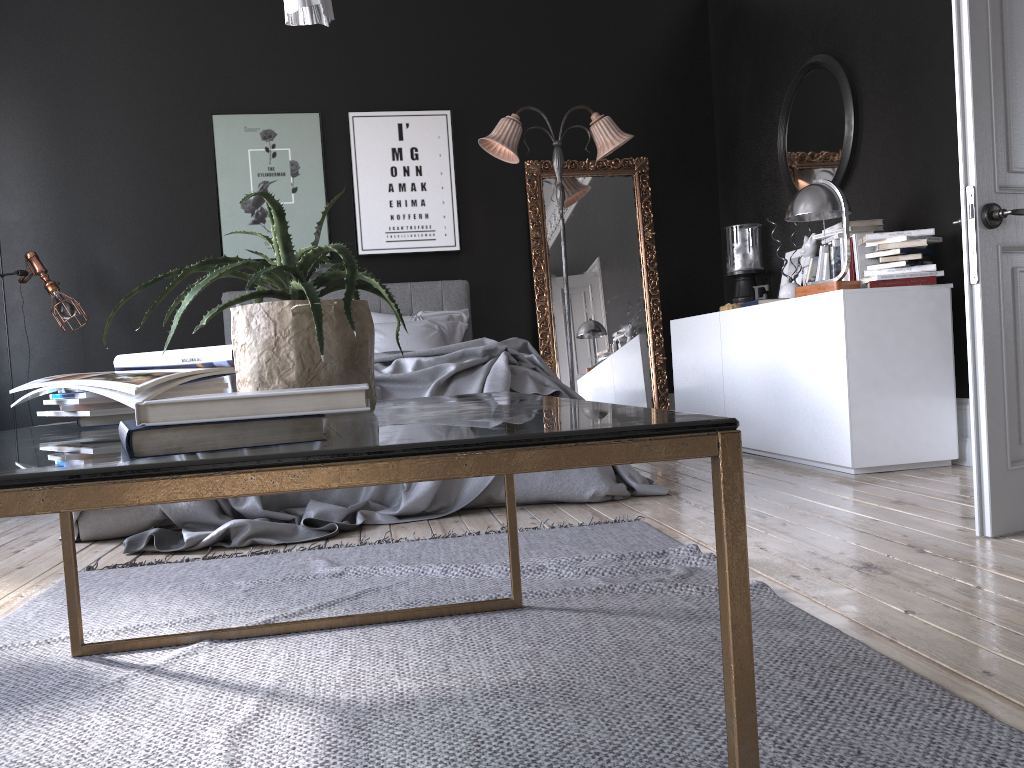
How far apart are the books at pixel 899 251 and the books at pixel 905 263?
0.06m

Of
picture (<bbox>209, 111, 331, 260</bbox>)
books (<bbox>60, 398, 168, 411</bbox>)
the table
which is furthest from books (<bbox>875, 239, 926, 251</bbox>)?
picture (<bbox>209, 111, 331, 260</bbox>)

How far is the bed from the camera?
3.5 meters

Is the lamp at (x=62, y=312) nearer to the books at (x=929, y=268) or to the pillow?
the pillow

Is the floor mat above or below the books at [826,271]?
below

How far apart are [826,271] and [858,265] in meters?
0.4 m

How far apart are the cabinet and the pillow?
1.5m

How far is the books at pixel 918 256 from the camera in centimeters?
423cm

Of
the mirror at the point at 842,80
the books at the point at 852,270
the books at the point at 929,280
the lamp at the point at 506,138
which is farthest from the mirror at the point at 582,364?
the books at the point at 929,280

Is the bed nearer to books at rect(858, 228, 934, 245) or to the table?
the table
